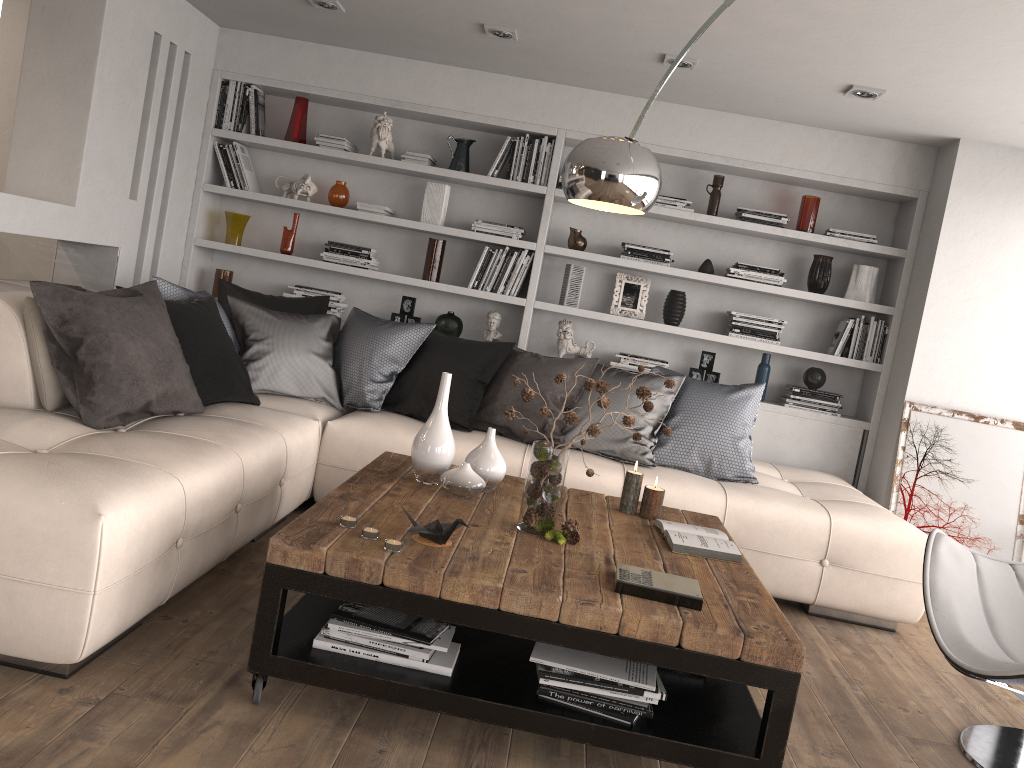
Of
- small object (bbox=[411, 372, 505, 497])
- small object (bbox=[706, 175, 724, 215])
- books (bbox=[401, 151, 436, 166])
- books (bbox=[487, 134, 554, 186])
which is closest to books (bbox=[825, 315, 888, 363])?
small object (bbox=[706, 175, 724, 215])

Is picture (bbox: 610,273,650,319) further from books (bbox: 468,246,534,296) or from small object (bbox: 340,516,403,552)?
small object (bbox: 340,516,403,552)

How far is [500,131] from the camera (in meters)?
5.42

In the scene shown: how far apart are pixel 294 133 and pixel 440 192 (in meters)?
0.96

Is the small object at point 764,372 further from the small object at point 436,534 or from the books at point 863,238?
the small object at point 436,534

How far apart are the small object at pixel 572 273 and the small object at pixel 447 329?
0.6 meters

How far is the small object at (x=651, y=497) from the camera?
3.2 meters

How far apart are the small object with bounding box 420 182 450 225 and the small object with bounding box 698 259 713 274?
1.60m

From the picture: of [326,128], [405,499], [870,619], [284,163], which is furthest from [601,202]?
[284,163]

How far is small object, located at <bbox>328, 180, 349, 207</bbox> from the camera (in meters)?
5.41
